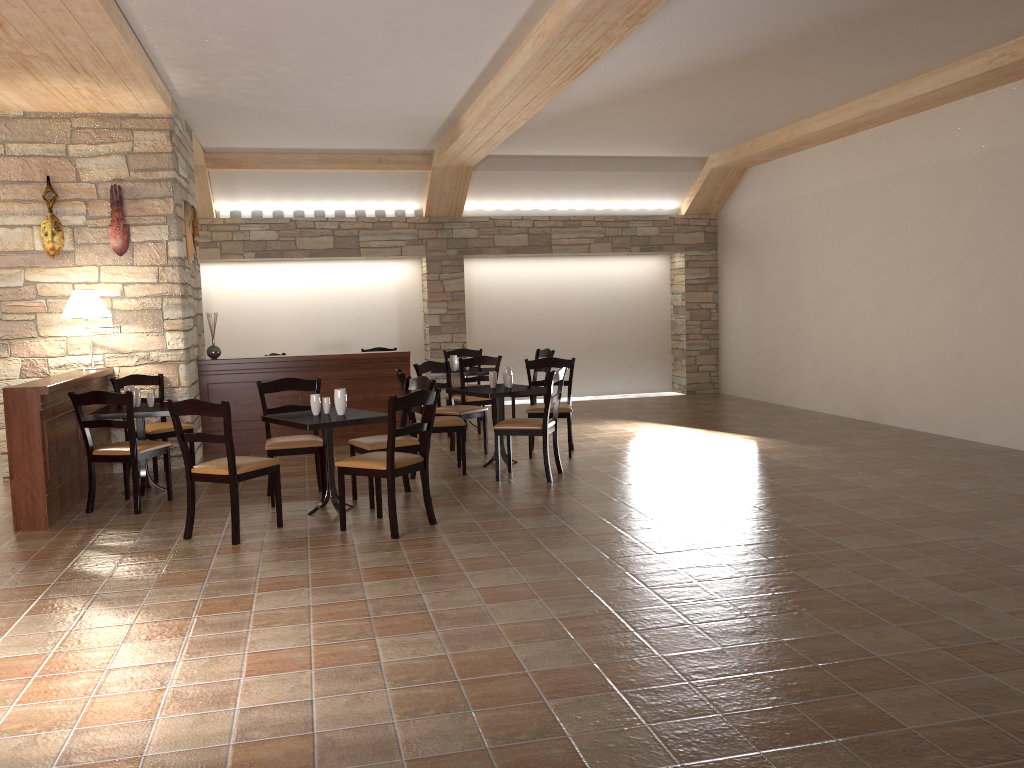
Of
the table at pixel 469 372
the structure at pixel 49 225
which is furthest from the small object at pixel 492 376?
the structure at pixel 49 225

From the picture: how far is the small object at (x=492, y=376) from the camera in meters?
7.4 m

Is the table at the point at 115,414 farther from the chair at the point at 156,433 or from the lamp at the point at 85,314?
the lamp at the point at 85,314

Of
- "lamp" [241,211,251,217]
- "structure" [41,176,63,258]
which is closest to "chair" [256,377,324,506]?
"structure" [41,176,63,258]

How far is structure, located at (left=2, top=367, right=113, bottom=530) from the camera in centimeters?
559cm

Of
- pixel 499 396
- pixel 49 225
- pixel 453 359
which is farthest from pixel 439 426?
pixel 49 225

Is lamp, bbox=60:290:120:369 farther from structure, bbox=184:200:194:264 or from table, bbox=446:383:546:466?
table, bbox=446:383:546:466

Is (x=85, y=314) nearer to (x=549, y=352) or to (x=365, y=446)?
(x=365, y=446)

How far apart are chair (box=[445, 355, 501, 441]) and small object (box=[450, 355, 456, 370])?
0.8 meters

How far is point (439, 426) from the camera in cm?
697
